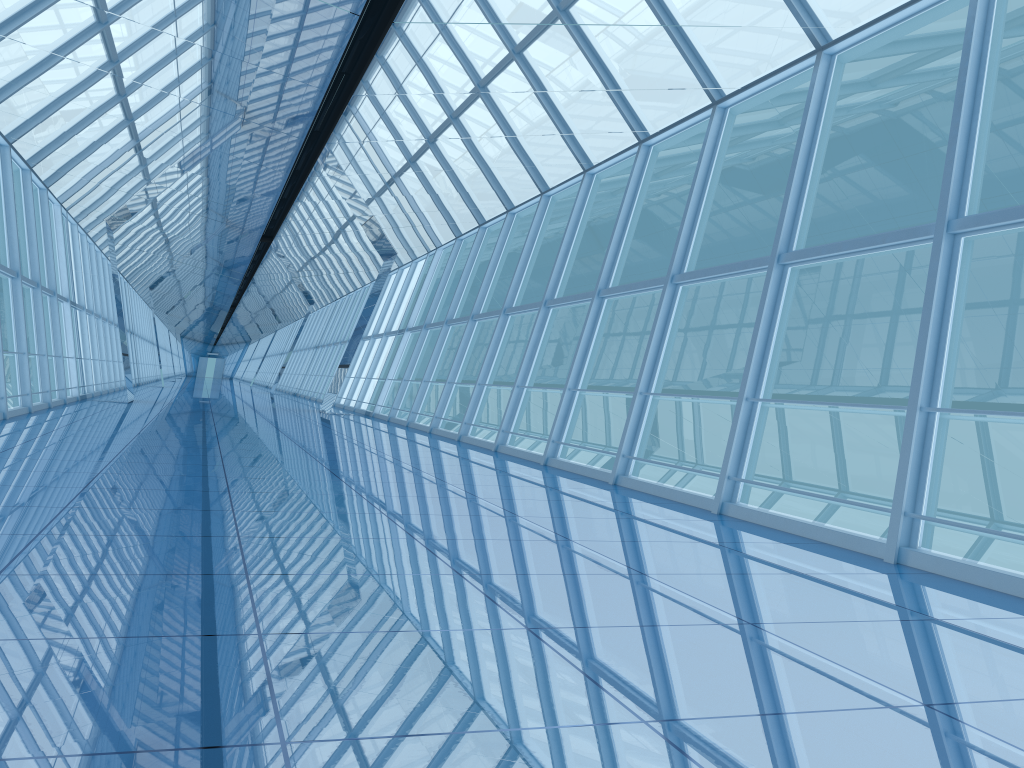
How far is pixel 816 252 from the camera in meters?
7.5

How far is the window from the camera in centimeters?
750cm

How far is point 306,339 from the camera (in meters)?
41.37

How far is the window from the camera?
7.50m
